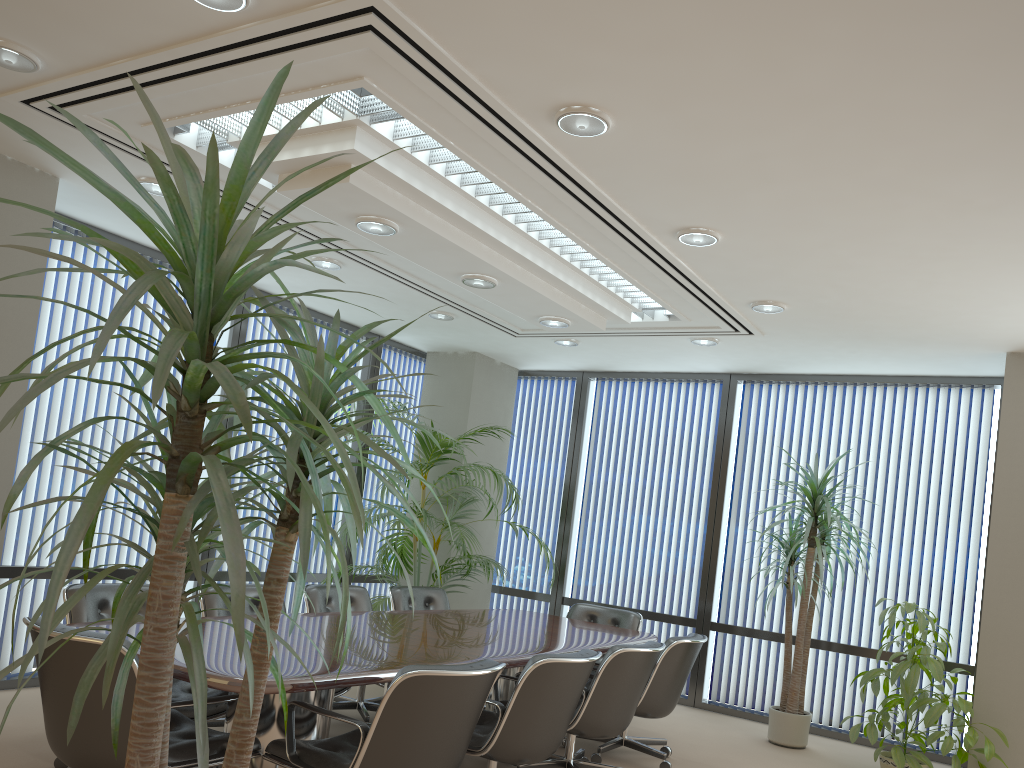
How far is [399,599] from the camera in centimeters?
646cm

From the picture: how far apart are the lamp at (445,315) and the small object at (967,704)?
3.9 meters

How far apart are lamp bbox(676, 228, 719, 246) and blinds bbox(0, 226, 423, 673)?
3.9 meters

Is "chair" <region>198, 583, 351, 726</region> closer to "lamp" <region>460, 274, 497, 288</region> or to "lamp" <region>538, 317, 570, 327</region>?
"lamp" <region>460, 274, 497, 288</region>

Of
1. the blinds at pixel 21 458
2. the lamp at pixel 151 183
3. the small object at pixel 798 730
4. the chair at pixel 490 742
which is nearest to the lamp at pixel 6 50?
the lamp at pixel 151 183

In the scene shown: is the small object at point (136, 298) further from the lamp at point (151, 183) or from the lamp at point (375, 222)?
the lamp at point (151, 183)

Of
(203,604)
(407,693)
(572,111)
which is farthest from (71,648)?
(572,111)

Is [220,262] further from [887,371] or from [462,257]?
[887,371]

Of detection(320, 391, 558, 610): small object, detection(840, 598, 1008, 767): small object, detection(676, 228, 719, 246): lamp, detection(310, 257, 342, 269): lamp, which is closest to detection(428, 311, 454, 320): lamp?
detection(320, 391, 558, 610): small object

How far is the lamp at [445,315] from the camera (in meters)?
7.15
